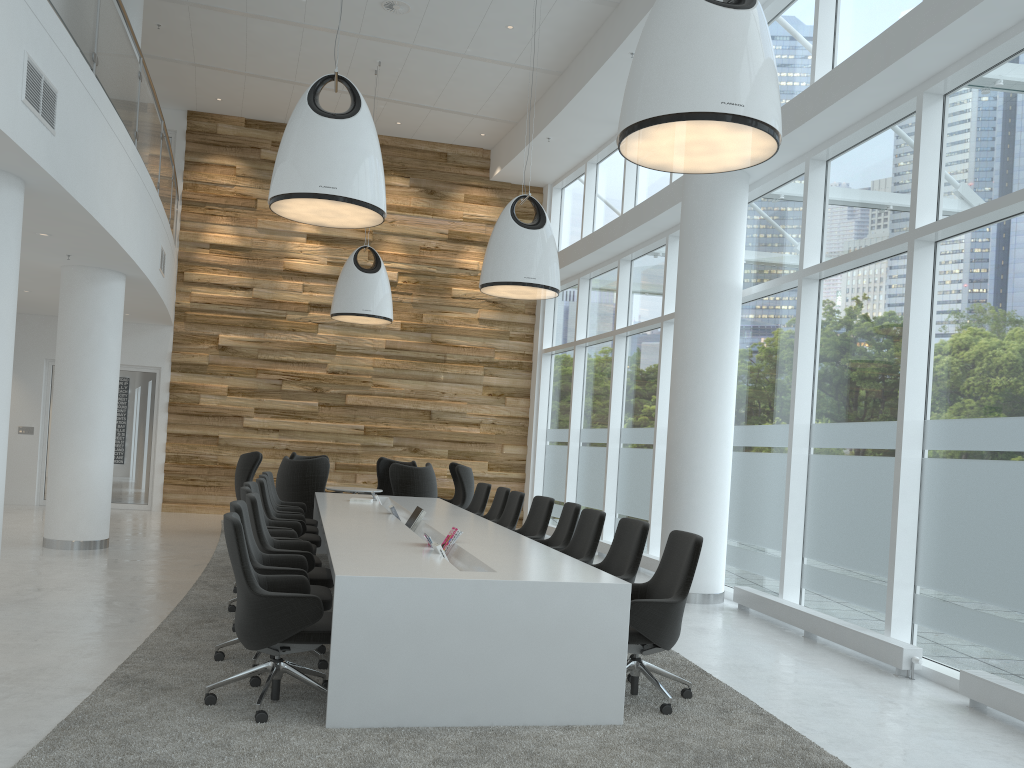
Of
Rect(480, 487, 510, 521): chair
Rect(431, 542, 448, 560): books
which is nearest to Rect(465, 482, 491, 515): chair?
Rect(480, 487, 510, 521): chair

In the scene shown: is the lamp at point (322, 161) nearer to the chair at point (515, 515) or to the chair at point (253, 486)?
the chair at point (253, 486)

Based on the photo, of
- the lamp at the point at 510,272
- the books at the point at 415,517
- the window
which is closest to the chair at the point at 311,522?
the books at the point at 415,517

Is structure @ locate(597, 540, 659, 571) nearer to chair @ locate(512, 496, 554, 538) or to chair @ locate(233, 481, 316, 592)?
chair @ locate(512, 496, 554, 538)

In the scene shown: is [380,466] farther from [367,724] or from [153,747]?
[153,747]

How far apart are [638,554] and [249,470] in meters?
7.6 m

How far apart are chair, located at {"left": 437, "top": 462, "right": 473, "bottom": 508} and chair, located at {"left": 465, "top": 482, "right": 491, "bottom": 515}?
1.79m

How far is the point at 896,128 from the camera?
7.11m

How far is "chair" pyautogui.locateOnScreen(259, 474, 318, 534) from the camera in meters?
9.1 m

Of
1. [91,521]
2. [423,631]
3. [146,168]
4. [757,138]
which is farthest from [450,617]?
[146,168]
